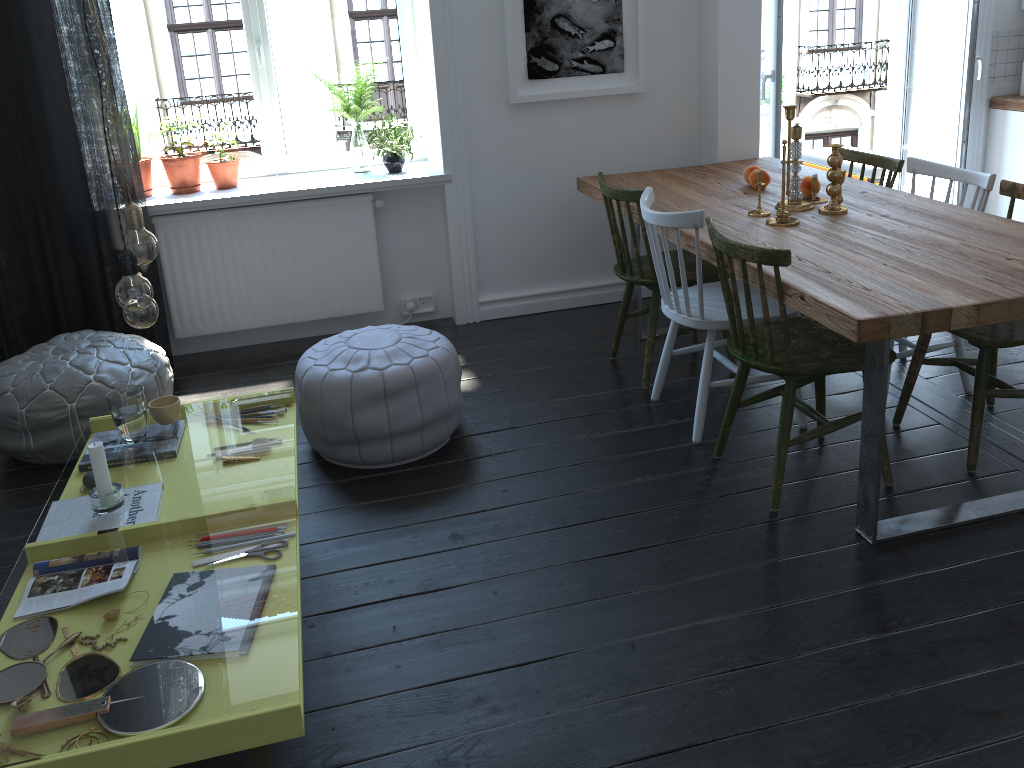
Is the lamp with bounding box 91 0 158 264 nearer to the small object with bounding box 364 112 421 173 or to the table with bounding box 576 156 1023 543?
the table with bounding box 576 156 1023 543

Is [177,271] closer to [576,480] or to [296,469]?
[296,469]

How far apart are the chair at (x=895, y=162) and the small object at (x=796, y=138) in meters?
0.5 m

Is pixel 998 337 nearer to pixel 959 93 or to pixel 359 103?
pixel 959 93

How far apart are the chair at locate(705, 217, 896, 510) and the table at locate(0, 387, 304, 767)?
1.44m

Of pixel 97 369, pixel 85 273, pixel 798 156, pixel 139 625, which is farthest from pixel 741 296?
pixel 139 625

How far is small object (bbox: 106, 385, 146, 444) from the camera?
2.4 meters

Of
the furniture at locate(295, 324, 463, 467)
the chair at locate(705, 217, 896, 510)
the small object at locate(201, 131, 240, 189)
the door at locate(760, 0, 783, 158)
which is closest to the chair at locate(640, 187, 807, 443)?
the chair at locate(705, 217, 896, 510)

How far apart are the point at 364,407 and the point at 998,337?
2.0 meters

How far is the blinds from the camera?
3.5m
